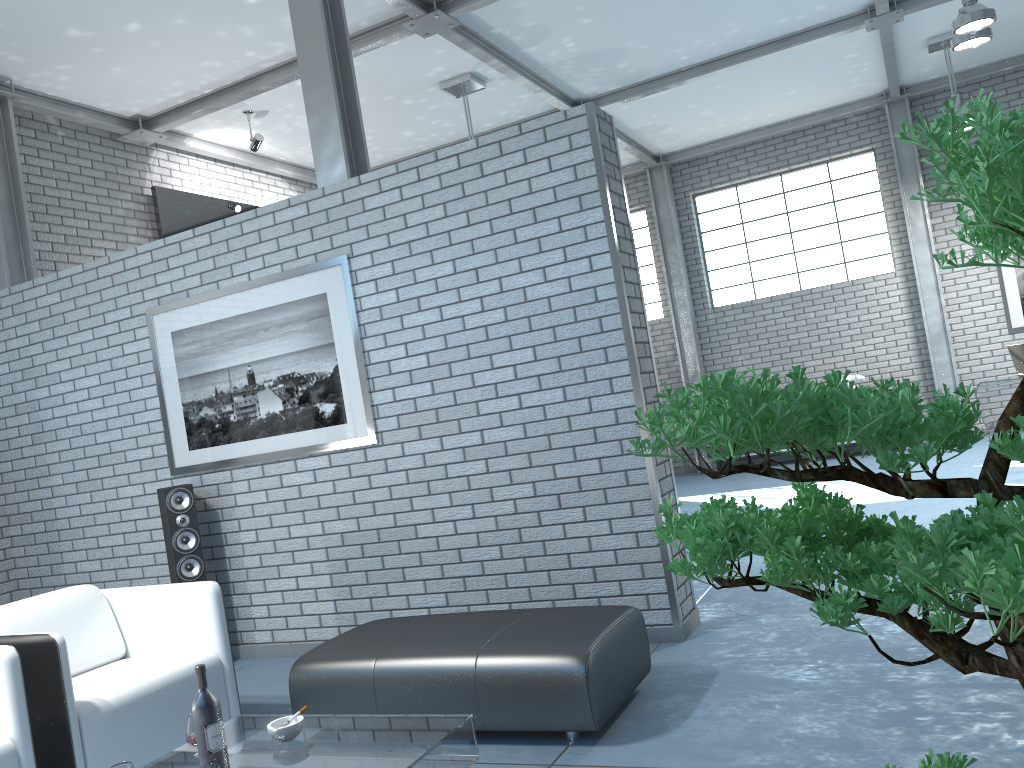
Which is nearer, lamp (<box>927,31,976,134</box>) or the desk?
the desk

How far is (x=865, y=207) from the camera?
10.5 meters

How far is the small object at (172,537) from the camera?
4.86m

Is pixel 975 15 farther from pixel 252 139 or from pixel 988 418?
pixel 252 139

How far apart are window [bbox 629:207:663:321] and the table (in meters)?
9.38

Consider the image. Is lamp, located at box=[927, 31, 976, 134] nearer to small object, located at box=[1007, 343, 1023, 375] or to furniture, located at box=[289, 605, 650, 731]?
small object, located at box=[1007, 343, 1023, 375]

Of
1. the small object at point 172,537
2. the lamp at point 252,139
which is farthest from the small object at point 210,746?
the lamp at point 252,139

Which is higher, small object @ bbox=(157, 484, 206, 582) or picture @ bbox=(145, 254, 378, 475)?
picture @ bbox=(145, 254, 378, 475)

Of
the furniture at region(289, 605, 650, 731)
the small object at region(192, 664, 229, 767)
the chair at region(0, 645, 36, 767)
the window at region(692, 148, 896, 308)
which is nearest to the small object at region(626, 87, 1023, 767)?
the small object at region(192, 664, 229, 767)

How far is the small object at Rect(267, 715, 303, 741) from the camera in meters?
2.6
